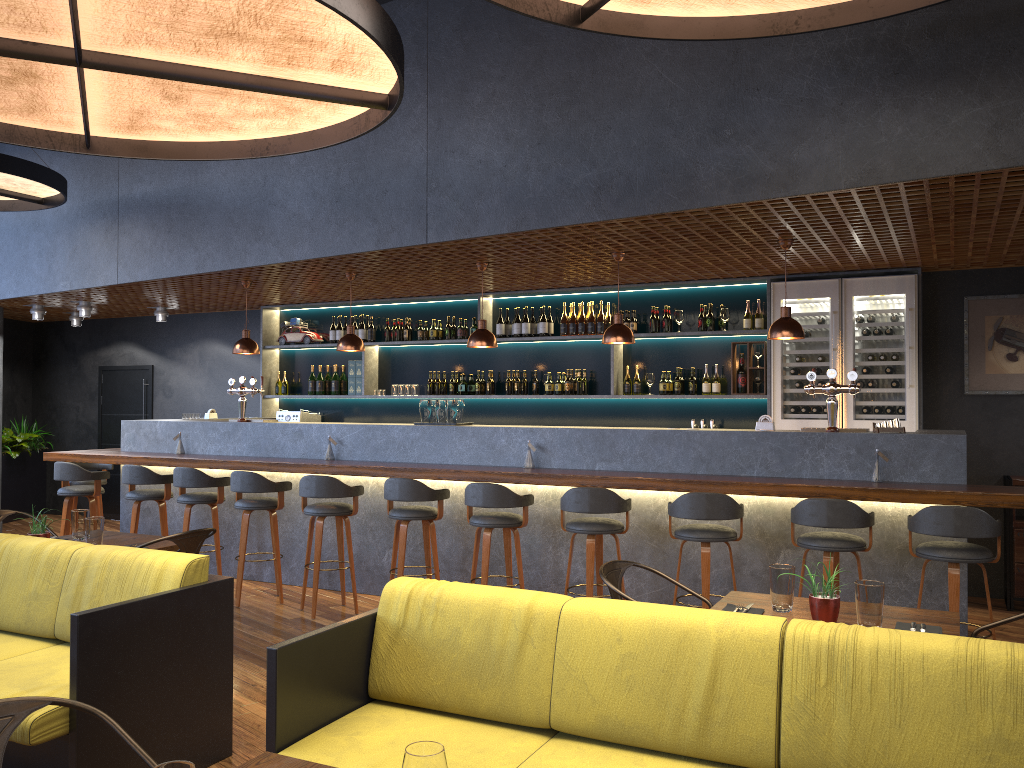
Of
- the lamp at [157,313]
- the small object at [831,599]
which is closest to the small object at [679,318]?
the small object at [831,599]

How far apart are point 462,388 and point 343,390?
1.60m

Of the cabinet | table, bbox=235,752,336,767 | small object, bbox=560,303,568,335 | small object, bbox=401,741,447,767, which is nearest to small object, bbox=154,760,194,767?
small object, bbox=401,741,447,767

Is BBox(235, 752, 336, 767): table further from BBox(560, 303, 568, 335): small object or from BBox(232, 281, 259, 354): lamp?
BBox(560, 303, 568, 335): small object

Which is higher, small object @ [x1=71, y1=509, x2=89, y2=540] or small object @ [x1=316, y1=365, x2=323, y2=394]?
small object @ [x1=316, y1=365, x2=323, y2=394]

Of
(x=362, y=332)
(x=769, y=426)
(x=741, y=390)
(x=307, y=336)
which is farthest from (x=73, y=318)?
(x=769, y=426)

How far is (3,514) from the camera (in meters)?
5.55

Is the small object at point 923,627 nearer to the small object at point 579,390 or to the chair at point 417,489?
the chair at point 417,489

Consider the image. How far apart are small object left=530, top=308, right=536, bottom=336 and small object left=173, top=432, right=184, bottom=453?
3.55m

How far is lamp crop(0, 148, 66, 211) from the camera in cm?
726
